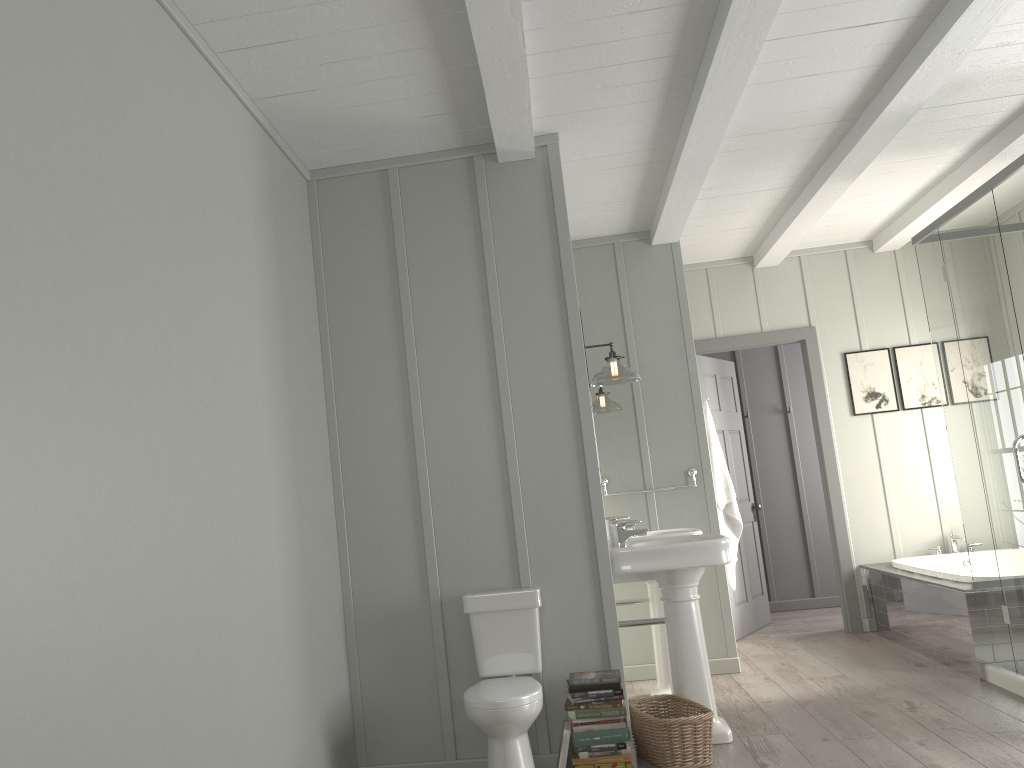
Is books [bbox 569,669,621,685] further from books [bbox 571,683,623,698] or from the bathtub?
the bathtub

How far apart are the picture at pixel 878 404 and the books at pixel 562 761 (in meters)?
3.87

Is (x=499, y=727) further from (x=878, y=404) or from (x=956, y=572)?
(x=878, y=404)

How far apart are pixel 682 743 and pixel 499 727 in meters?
0.8 m

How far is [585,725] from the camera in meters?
3.5 m

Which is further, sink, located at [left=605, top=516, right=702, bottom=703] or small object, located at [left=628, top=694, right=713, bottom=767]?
sink, located at [left=605, top=516, right=702, bottom=703]

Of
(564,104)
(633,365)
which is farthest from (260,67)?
(633,365)

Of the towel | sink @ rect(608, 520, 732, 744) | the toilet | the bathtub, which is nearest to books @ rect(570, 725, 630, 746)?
the toilet

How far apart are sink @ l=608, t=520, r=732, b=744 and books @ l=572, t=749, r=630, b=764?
0.6 meters

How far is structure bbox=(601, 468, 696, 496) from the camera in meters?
5.5
